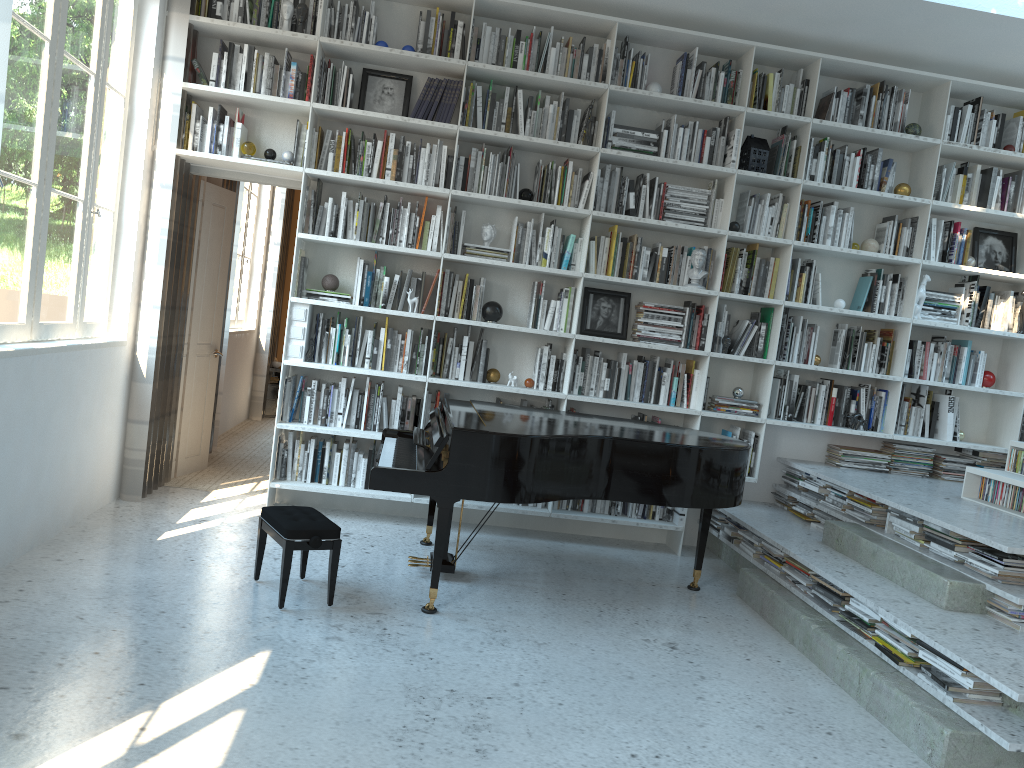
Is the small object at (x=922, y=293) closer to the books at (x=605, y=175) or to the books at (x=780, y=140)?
the books at (x=780, y=140)

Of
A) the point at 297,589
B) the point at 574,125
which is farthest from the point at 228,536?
the point at 574,125

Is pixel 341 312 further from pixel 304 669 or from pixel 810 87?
pixel 810 87

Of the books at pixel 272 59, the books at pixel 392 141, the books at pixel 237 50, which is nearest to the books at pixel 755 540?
the books at pixel 392 141

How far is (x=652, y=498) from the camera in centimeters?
416cm

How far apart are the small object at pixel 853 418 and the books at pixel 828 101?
1.9 meters

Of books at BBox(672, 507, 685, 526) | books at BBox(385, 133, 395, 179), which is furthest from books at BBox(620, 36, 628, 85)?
books at BBox(672, 507, 685, 526)

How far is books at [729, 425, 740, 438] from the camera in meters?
5.5 m

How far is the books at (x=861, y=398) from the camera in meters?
5.6

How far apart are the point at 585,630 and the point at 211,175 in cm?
352
